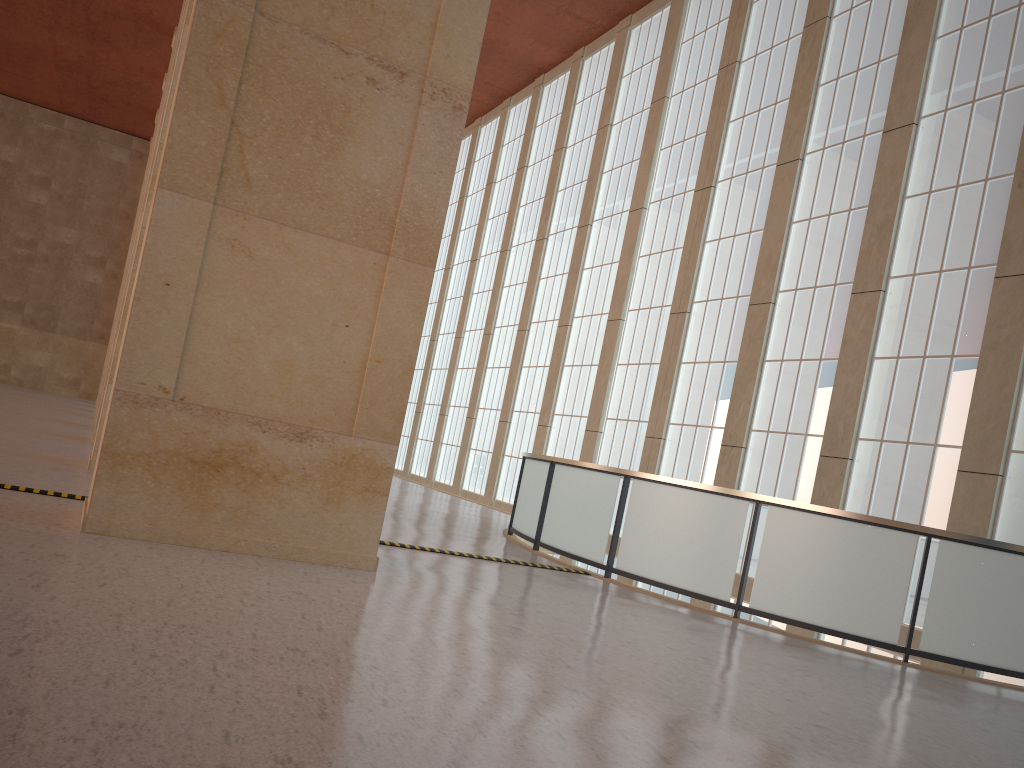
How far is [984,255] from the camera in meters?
16.3

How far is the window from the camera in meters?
16.3 m

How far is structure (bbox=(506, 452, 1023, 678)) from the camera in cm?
1103

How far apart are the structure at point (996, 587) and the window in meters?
3.7 m

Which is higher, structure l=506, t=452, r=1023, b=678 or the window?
the window

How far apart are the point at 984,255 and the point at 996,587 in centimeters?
769cm

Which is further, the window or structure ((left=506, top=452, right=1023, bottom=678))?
the window

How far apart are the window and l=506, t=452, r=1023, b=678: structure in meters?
3.7

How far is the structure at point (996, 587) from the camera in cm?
1103
